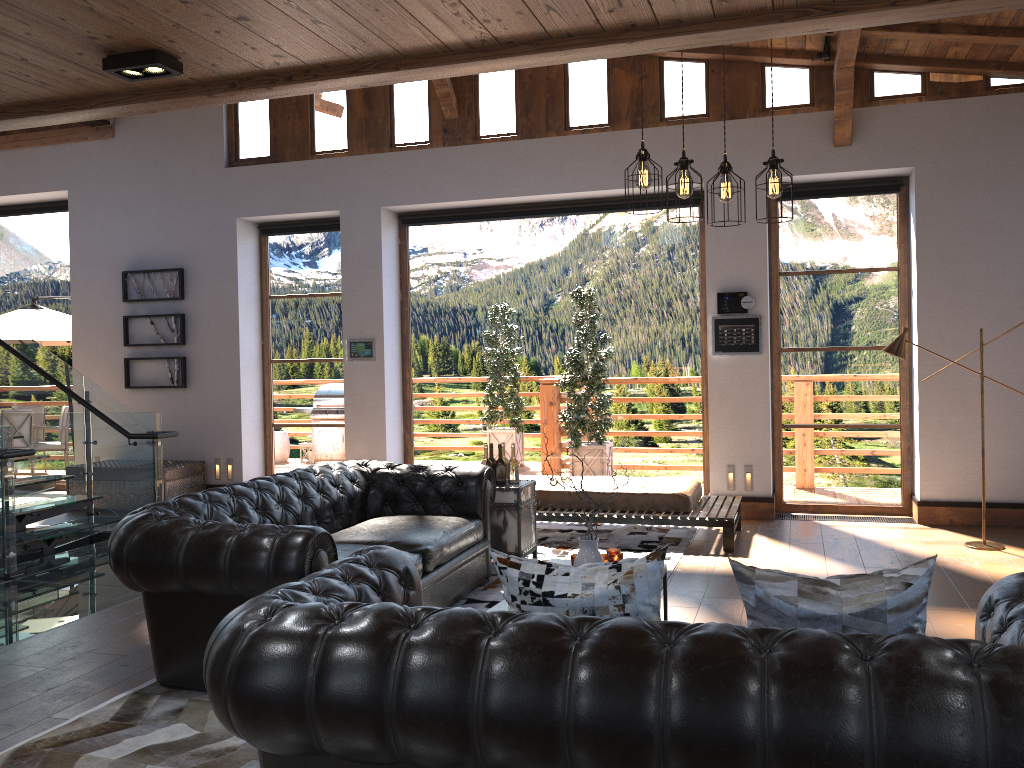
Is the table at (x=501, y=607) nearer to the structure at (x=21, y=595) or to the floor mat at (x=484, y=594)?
the floor mat at (x=484, y=594)

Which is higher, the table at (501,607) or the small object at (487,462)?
the small object at (487,462)

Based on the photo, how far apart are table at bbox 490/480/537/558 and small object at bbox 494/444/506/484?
0.0m

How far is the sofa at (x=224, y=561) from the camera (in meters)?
3.77

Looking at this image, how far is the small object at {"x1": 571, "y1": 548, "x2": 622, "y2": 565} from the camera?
4.6 meters

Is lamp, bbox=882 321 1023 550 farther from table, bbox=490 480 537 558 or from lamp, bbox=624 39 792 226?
lamp, bbox=624 39 792 226

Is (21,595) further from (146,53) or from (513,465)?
(146,53)

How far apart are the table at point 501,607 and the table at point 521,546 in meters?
2.0 m

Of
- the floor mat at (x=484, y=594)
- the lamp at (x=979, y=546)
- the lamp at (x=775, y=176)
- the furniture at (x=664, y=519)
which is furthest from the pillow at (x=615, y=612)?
the lamp at (x=979, y=546)

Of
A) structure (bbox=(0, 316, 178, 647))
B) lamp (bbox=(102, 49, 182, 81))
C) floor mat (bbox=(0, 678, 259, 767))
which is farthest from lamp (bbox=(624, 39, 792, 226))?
structure (bbox=(0, 316, 178, 647))
